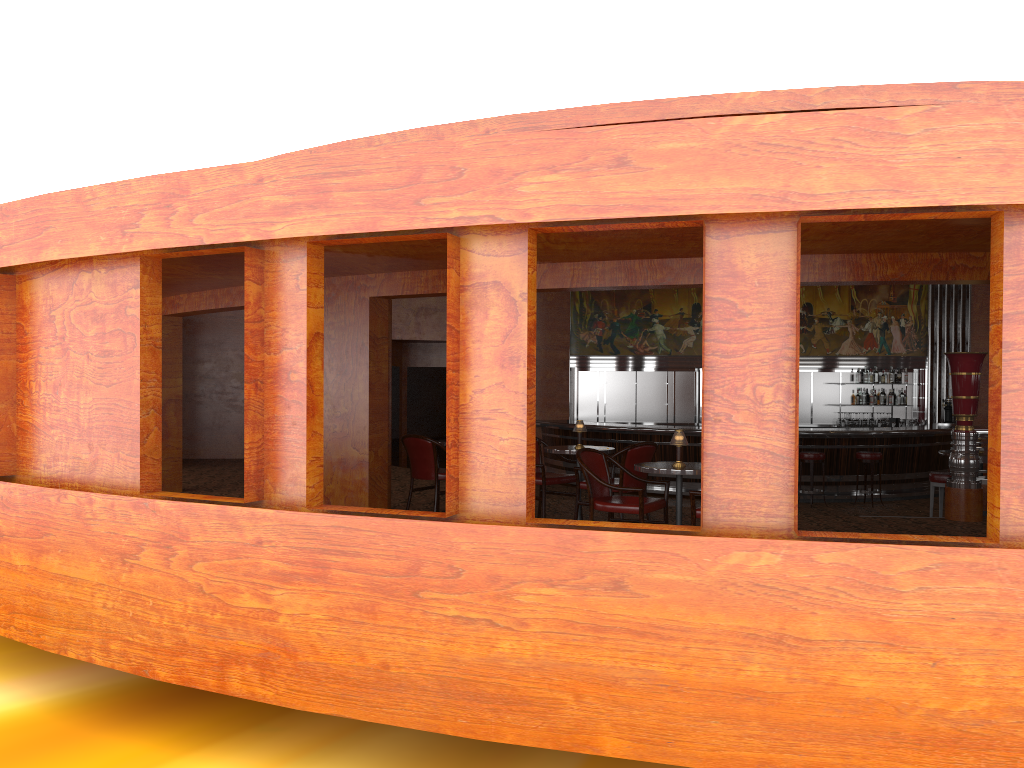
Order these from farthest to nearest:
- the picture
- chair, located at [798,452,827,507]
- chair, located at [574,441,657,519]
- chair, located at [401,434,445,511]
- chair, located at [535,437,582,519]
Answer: the picture, chair, located at [798,452,827,507], chair, located at [401,434,445,511], chair, located at [535,437,582,519], chair, located at [574,441,657,519]

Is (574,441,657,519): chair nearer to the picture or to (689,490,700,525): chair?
(689,490,700,525): chair

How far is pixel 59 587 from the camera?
5.7 meters

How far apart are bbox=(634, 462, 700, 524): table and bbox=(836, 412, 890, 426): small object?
10.30m

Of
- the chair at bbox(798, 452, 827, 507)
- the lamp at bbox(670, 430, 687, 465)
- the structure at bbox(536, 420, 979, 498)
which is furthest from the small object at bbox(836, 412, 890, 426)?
the lamp at bbox(670, 430, 687, 465)

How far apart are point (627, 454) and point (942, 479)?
4.2m

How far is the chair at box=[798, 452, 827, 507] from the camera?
12.3 meters

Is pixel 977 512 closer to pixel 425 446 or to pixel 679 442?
pixel 679 442

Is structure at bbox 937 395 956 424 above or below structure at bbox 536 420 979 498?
above

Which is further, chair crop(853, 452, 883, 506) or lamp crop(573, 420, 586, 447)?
chair crop(853, 452, 883, 506)
